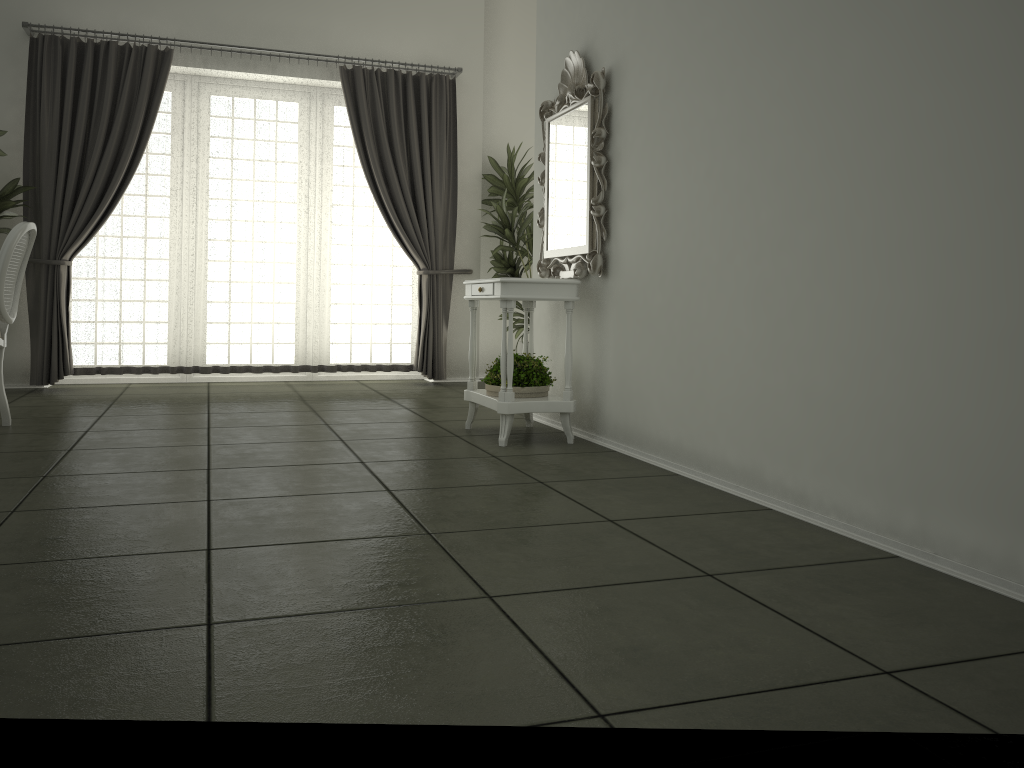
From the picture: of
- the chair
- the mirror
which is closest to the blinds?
the chair

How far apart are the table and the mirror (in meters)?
0.09

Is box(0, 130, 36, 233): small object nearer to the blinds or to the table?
the blinds

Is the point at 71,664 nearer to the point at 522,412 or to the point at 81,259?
the point at 522,412

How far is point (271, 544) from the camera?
2.5 meters

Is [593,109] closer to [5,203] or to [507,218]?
[507,218]

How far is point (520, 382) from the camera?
4.4m

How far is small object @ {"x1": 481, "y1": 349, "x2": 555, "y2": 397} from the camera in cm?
443

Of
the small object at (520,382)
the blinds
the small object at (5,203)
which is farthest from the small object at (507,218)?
the small object at (5,203)

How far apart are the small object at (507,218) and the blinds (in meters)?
0.30
